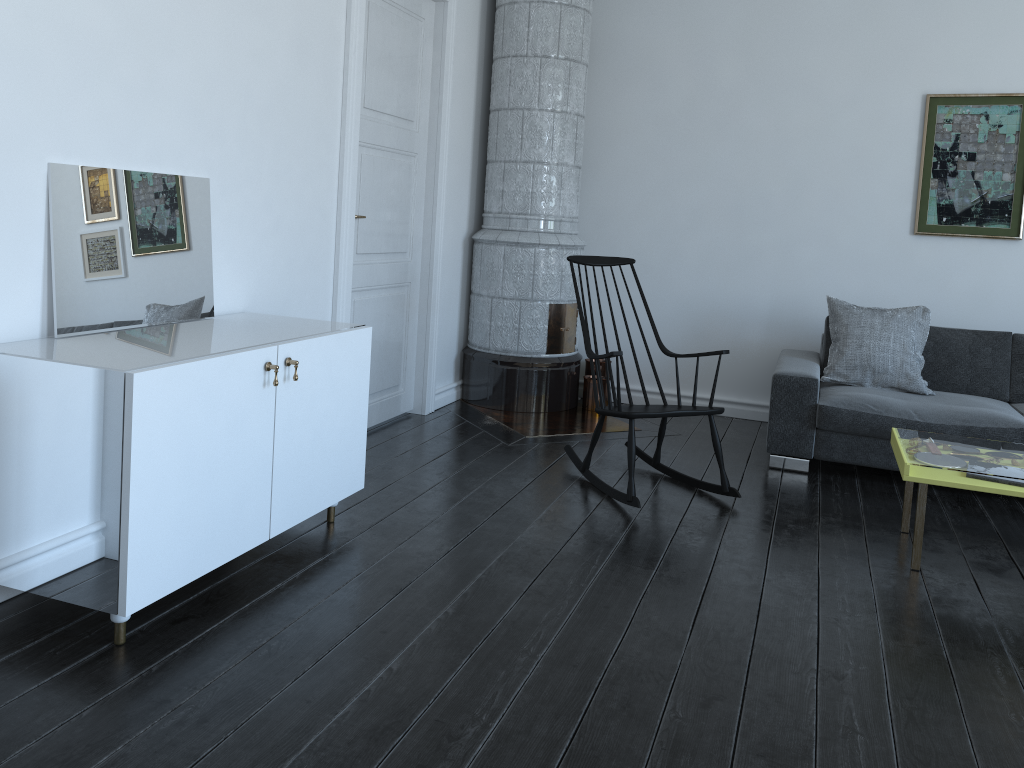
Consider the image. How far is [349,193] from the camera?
4.01m

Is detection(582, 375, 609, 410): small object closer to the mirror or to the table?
the table

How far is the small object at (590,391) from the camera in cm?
552

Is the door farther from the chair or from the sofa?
the sofa

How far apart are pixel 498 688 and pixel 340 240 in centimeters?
235cm

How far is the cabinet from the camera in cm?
222

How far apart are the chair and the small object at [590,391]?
1.2m

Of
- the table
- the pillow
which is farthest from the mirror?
the pillow

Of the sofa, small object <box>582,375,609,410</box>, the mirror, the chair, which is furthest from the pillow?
the mirror

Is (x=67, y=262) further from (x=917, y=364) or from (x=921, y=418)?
(x=917, y=364)
